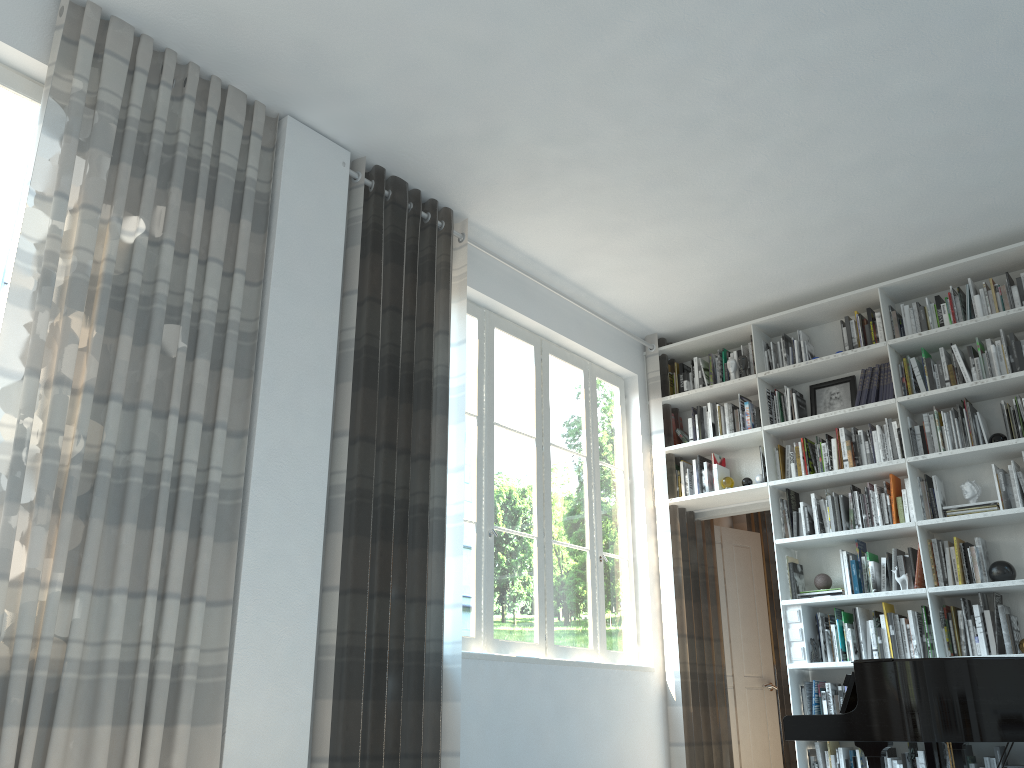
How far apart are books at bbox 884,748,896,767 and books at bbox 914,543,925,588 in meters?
0.9

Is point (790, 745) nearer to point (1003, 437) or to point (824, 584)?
point (824, 584)

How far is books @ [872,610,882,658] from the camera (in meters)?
5.08

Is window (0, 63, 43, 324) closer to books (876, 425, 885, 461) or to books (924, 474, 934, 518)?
books (876, 425, 885, 461)

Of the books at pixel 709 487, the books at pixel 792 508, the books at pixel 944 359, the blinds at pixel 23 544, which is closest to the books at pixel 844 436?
the books at pixel 792 508

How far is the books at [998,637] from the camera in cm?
468

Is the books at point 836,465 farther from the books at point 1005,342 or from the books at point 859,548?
the books at point 1005,342

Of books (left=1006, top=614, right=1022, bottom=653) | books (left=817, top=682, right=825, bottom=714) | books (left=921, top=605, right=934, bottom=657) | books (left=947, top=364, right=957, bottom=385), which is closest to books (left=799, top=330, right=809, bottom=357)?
books (left=947, top=364, right=957, bottom=385)

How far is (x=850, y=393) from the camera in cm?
568

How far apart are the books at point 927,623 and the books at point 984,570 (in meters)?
0.35
